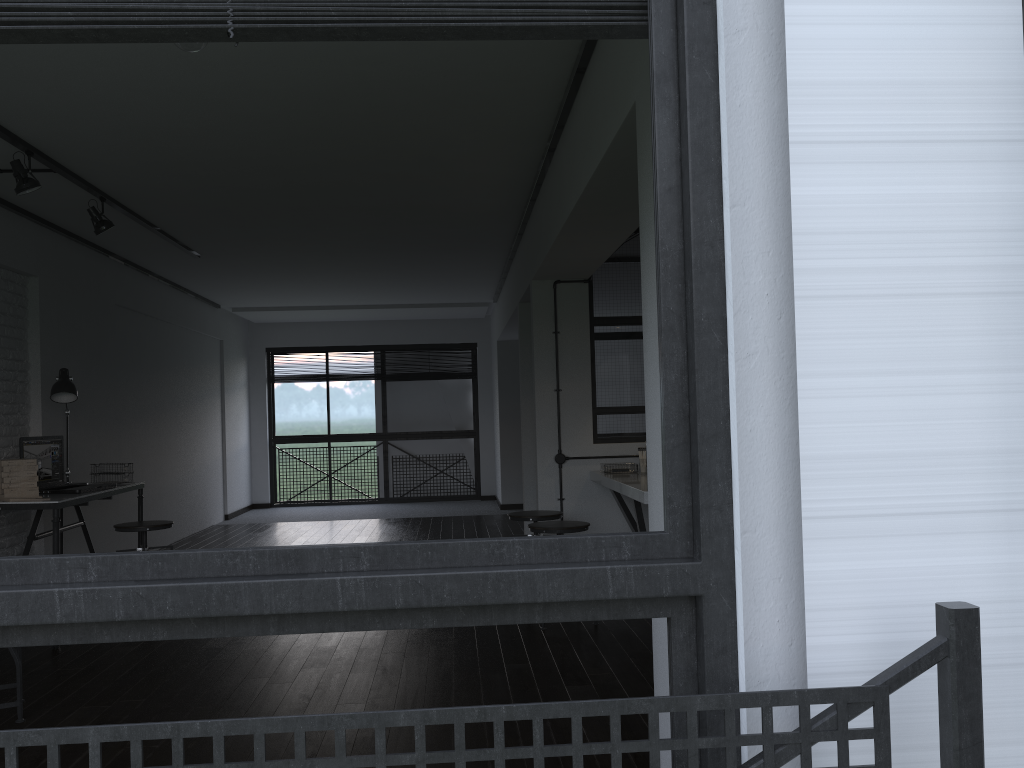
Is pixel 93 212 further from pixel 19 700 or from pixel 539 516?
pixel 539 516

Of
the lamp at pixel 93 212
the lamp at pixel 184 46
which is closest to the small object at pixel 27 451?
the lamp at pixel 93 212

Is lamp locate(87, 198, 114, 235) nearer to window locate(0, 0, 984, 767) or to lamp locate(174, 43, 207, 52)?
lamp locate(174, 43, 207, 52)

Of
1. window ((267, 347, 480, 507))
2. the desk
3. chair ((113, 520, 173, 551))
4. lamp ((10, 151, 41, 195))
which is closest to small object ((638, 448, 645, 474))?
chair ((113, 520, 173, 551))

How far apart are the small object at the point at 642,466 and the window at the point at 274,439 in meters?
6.3

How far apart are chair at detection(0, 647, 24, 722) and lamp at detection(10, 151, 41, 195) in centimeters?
206cm

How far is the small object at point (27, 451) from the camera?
4.83m

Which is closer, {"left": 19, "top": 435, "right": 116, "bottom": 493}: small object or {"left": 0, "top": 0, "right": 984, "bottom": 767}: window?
{"left": 0, "top": 0, "right": 984, "bottom": 767}: window

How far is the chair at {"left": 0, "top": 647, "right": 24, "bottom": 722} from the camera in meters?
3.2

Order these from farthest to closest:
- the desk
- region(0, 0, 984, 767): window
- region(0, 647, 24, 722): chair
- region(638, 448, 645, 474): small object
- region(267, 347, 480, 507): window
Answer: region(267, 347, 480, 507): window
region(638, 448, 645, 474): small object
the desk
region(0, 647, 24, 722): chair
region(0, 0, 984, 767): window
